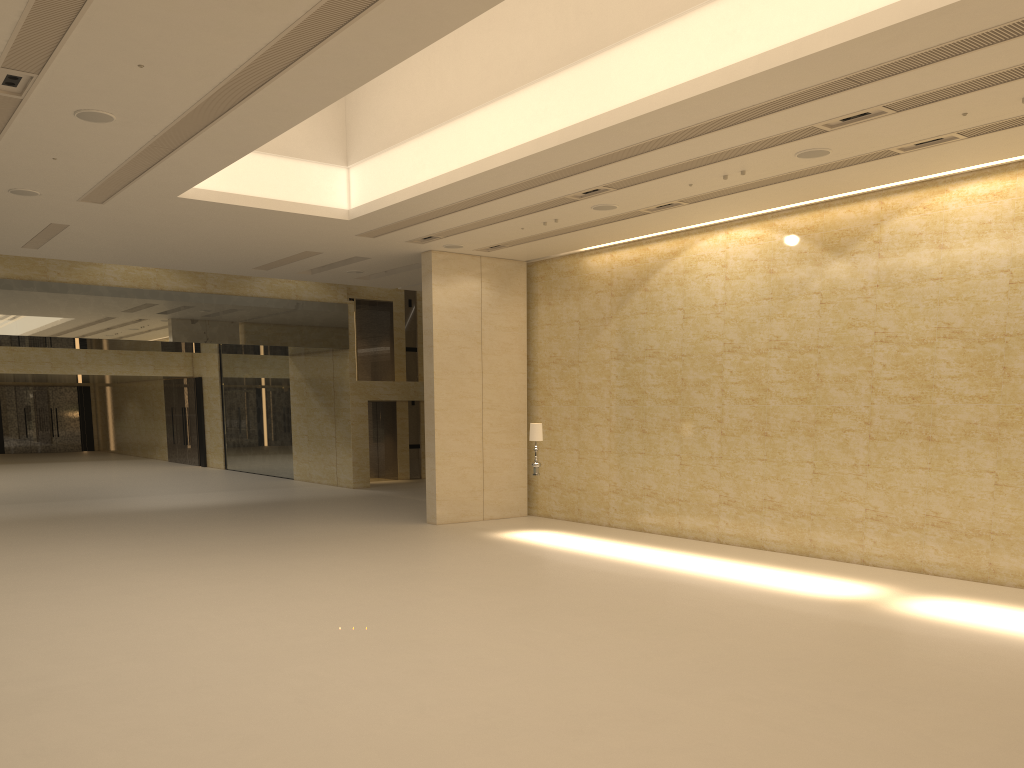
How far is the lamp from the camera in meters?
17.4 m

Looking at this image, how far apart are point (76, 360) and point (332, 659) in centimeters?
3146cm

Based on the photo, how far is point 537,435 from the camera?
17.4m

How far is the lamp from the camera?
17.4m
